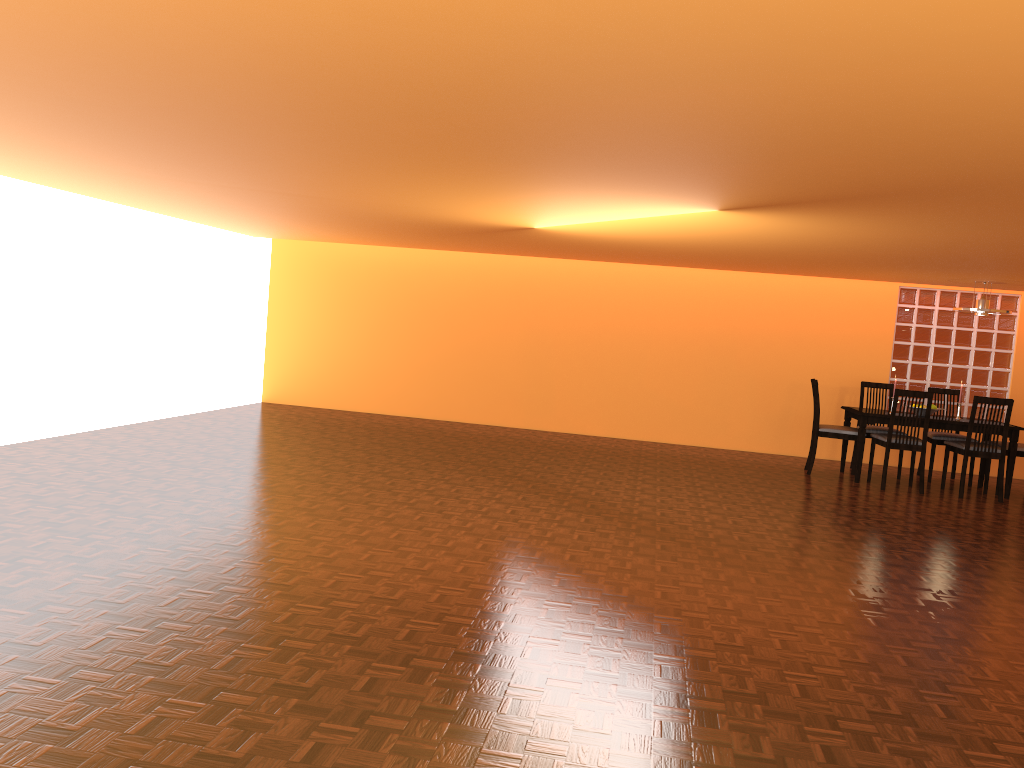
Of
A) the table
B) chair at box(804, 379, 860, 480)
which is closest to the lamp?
the table

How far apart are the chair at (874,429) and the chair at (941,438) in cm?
40

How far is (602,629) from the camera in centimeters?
316cm

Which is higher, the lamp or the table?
the lamp

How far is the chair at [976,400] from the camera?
6.79m

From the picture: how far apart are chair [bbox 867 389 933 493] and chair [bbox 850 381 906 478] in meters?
0.4

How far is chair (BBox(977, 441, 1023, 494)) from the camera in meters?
7.1

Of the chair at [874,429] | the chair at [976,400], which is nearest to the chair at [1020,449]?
the chair at [976,400]

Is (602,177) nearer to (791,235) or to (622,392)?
(791,235)

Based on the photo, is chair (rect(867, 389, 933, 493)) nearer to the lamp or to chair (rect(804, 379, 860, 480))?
chair (rect(804, 379, 860, 480))
